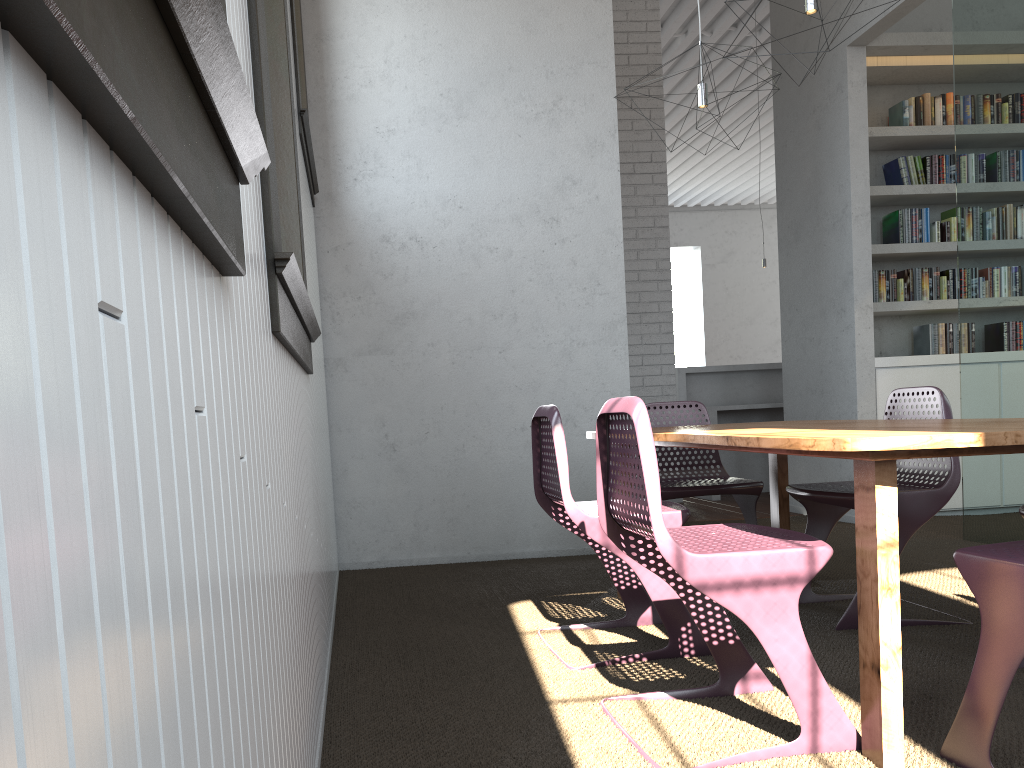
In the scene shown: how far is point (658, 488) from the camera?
1.9m
